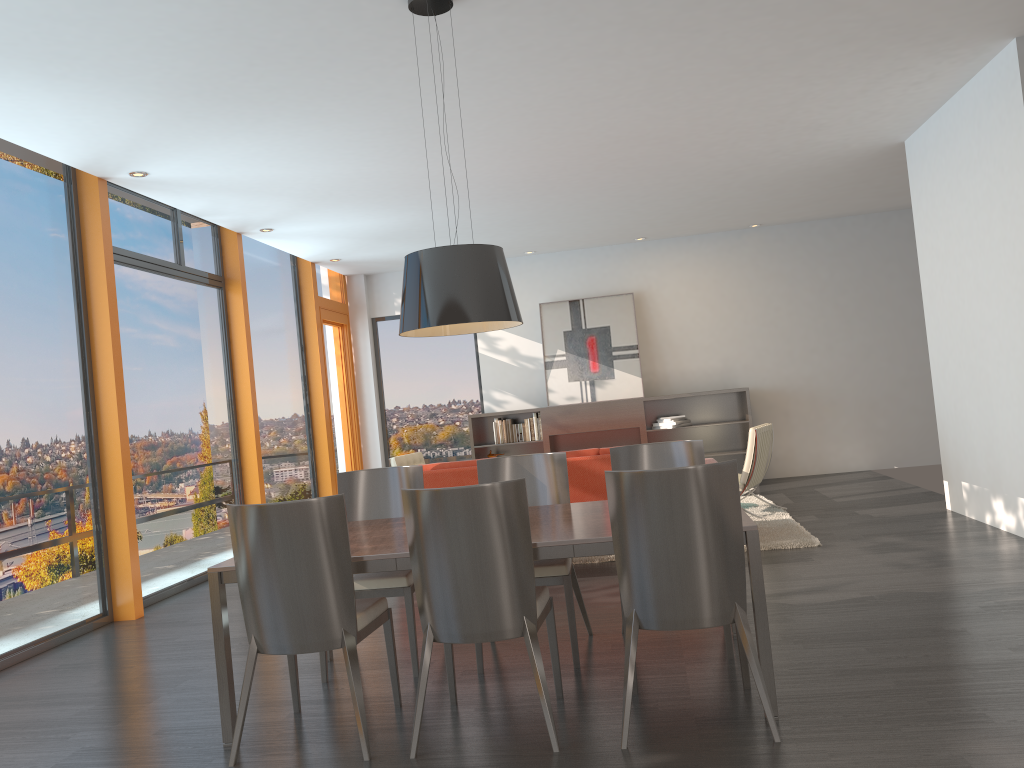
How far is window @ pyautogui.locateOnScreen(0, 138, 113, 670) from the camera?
5.5 meters

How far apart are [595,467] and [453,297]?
3.09m

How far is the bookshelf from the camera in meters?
10.7

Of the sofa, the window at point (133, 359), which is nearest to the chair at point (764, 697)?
the sofa

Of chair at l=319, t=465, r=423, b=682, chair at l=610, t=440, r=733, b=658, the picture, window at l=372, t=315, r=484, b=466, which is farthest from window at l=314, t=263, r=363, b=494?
chair at l=610, t=440, r=733, b=658

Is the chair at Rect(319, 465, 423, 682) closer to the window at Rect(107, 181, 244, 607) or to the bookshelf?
the window at Rect(107, 181, 244, 607)

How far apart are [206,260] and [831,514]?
6.1m

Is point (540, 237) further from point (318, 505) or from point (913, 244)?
point (318, 505)

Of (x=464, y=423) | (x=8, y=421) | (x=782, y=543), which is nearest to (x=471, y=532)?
(x=8, y=421)

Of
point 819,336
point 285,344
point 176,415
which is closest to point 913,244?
point 819,336
